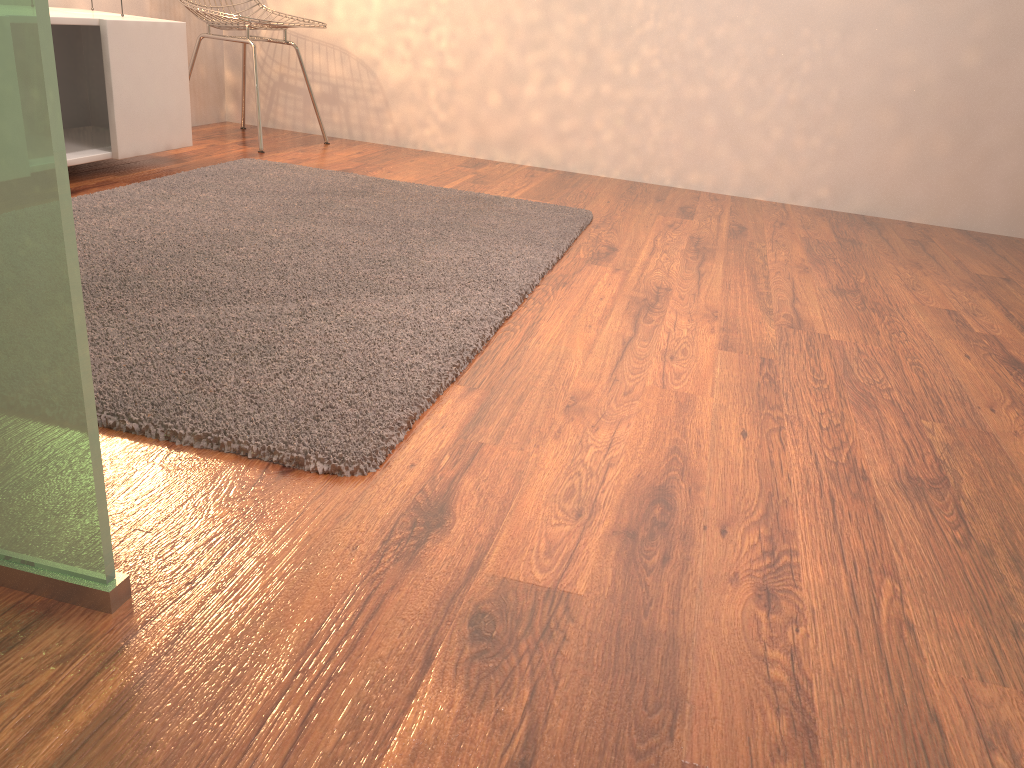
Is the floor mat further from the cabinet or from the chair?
the chair

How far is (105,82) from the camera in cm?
271

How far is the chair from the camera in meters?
3.4

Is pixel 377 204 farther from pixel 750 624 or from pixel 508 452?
pixel 750 624

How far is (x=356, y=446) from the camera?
1.2 meters

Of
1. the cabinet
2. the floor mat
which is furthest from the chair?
the floor mat

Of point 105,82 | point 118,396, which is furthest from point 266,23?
point 118,396

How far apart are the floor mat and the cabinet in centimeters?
18cm

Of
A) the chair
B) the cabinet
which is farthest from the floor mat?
the chair

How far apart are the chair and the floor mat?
0.6m
